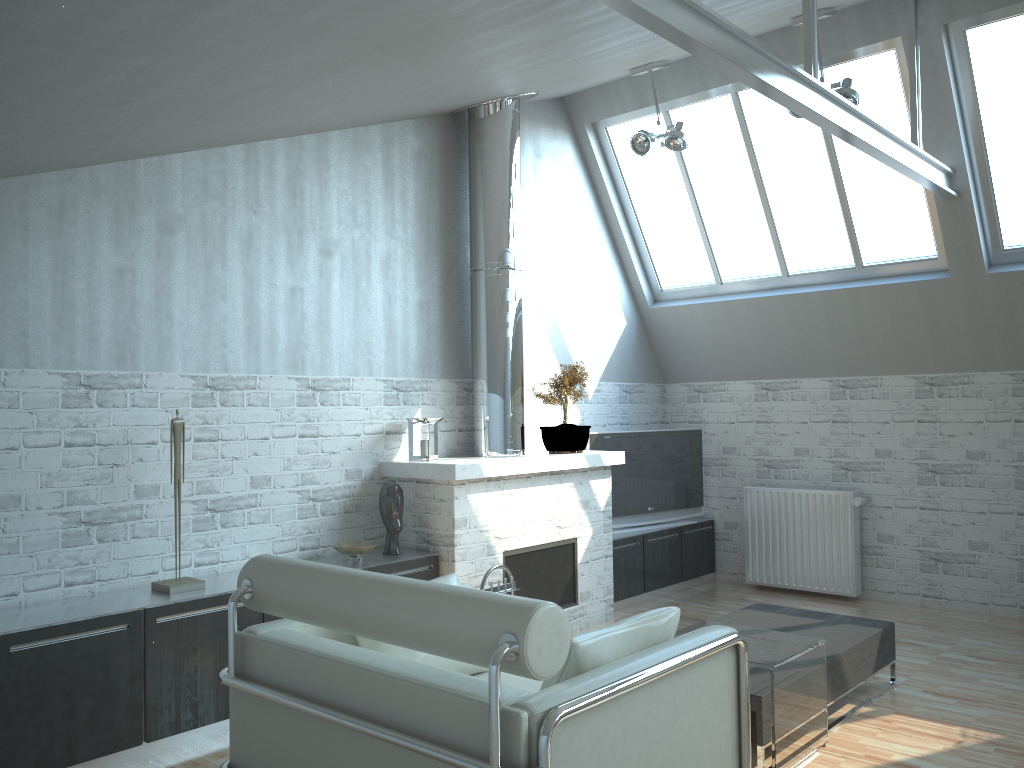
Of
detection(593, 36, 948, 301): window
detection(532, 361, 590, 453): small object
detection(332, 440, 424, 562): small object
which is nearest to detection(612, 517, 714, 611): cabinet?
detection(532, 361, 590, 453): small object

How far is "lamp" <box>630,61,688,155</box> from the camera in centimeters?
1147cm

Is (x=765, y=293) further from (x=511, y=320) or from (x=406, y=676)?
(x=406, y=676)

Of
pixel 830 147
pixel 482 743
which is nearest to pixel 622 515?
pixel 830 147

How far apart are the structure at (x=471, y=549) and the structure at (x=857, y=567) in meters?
3.0 m

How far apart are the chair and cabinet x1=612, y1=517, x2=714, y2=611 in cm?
659

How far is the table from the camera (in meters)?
6.85

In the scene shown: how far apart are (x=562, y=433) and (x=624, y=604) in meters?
2.9

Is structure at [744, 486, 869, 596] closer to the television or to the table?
the television

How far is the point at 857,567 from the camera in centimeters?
1301cm
